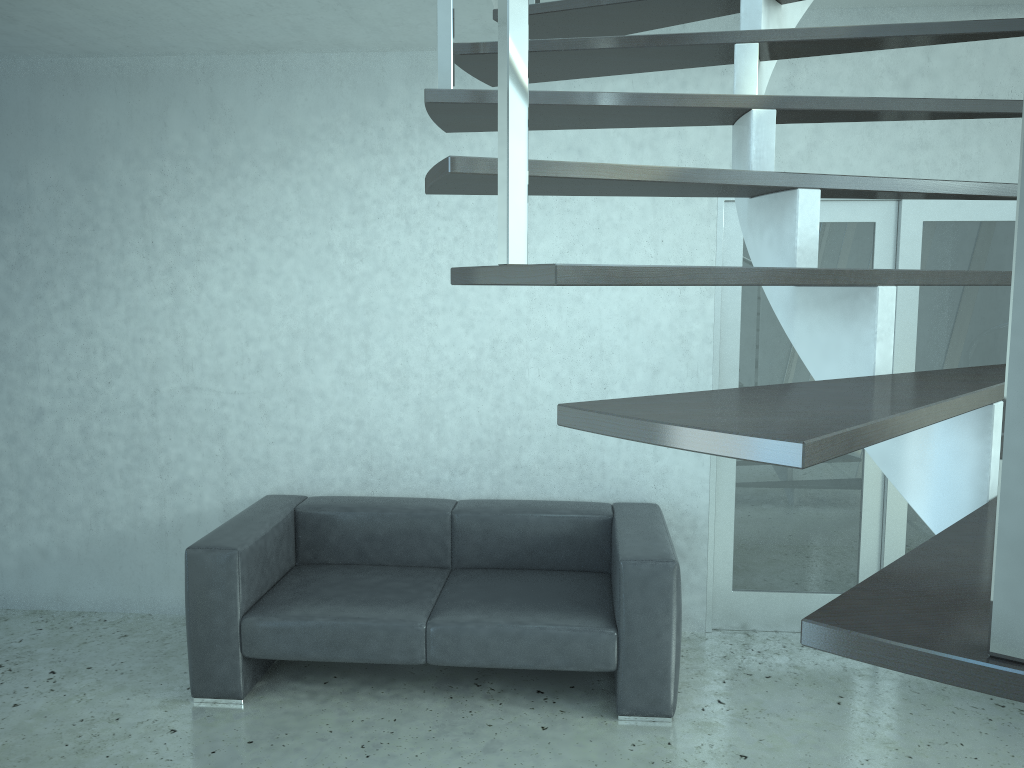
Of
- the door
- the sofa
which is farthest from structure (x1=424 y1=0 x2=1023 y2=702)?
the sofa

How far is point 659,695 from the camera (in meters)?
3.45

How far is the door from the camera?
4.09m

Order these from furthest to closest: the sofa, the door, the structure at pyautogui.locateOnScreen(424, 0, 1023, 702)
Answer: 1. the door
2. the sofa
3. the structure at pyautogui.locateOnScreen(424, 0, 1023, 702)

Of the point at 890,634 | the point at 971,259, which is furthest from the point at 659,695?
the point at 890,634

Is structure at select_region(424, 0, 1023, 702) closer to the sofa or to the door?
the door

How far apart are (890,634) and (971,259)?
3.9m

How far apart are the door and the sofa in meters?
0.4

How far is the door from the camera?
4.1 meters

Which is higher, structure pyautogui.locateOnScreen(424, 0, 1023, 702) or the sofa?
structure pyautogui.locateOnScreen(424, 0, 1023, 702)
